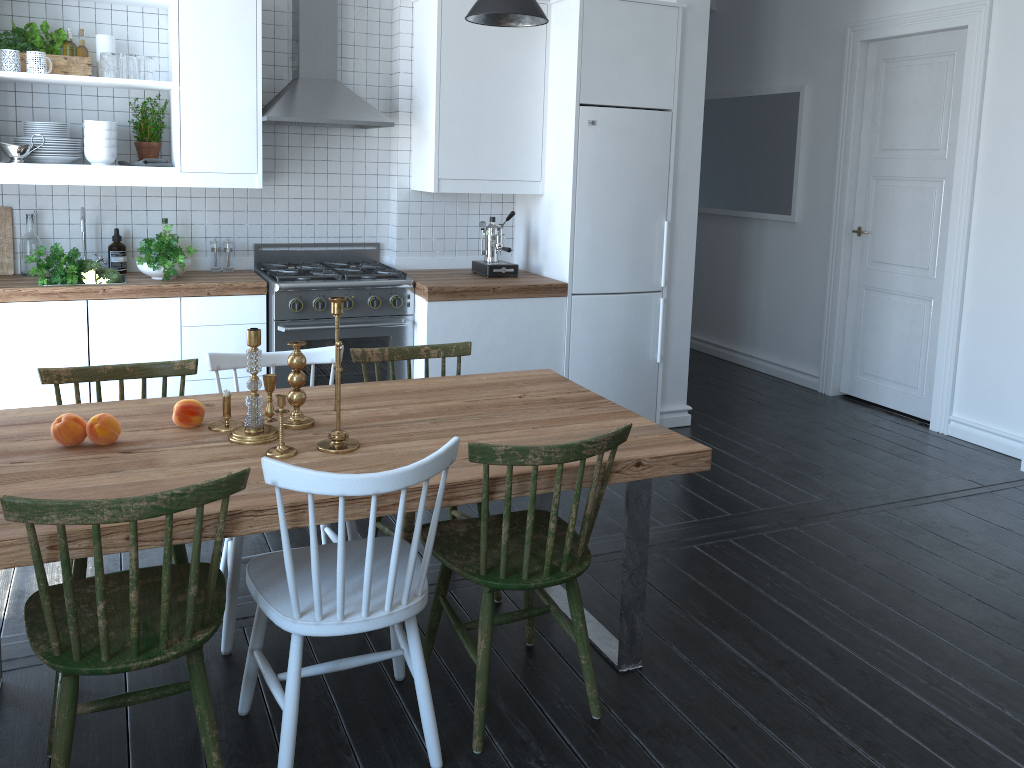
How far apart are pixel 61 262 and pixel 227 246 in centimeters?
83cm

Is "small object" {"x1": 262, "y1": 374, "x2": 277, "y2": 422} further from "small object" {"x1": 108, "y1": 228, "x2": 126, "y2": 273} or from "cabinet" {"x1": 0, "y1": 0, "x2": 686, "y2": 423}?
"small object" {"x1": 108, "y1": 228, "x2": 126, "y2": 273}

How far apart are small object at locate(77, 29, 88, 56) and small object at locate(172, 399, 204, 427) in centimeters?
247cm

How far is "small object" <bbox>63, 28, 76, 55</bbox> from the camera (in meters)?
4.04

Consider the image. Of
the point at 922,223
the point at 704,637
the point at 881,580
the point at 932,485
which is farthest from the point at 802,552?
the point at 922,223

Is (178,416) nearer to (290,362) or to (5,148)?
(290,362)

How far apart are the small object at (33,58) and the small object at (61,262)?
0.8m

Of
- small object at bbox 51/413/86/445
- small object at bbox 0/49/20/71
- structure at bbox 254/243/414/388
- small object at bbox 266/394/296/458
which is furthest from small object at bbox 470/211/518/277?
small object at bbox 51/413/86/445

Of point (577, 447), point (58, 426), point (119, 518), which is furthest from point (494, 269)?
point (119, 518)

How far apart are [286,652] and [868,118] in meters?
4.8 m
